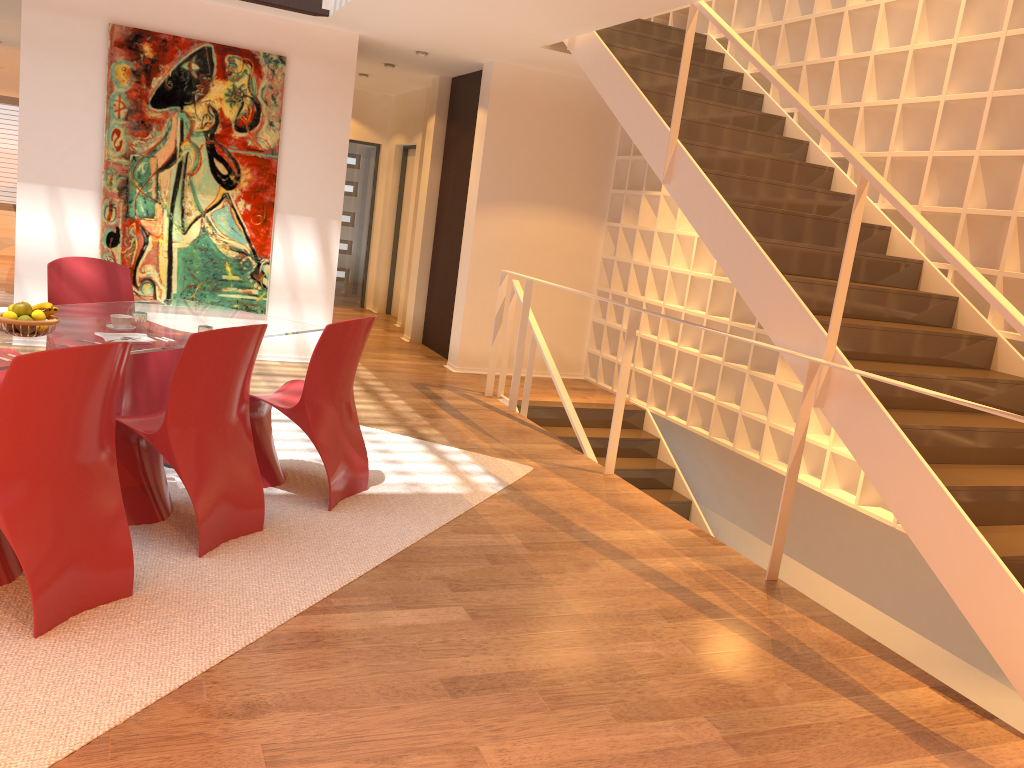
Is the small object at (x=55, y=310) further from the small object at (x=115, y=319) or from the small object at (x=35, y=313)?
the small object at (x=115, y=319)

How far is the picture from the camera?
6.6m

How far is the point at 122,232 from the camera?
6.7 meters

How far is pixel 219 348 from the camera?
3.34m

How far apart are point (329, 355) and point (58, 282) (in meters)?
1.85

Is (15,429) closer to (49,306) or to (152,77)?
(49,306)

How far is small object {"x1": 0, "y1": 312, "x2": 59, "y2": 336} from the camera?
3.47m

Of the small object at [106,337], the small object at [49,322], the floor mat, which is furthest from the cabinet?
the small object at [49,322]

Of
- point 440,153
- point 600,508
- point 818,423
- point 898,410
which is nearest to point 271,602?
point 600,508

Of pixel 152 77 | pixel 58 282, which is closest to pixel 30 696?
pixel 58 282
